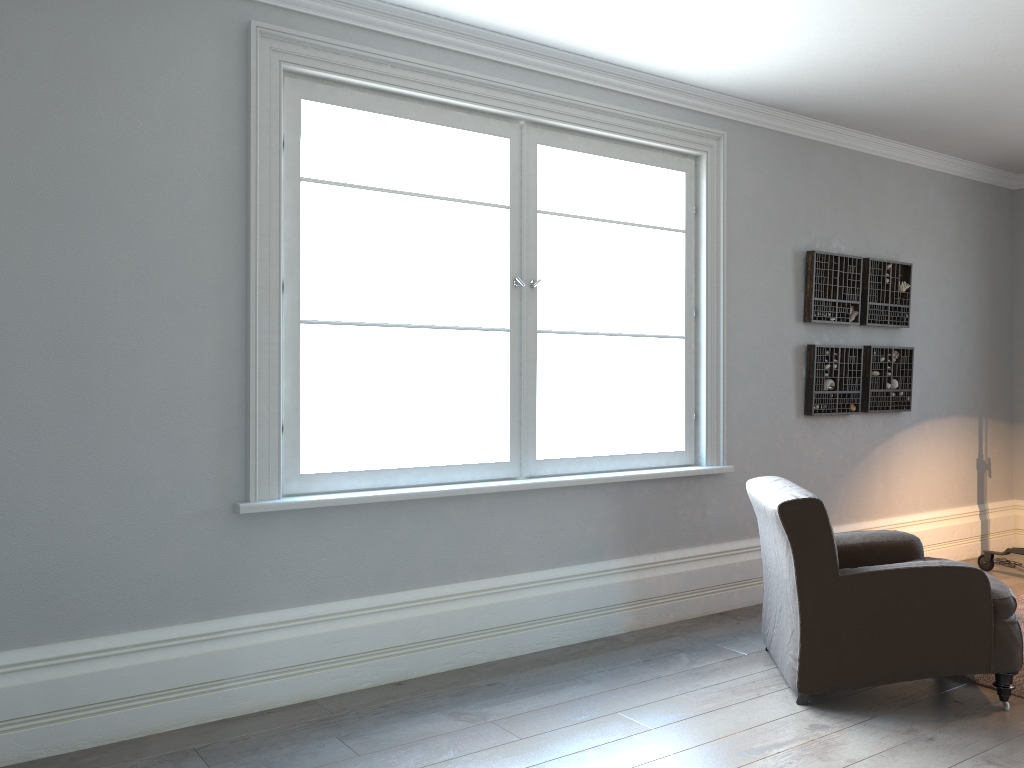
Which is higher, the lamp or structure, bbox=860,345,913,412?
structure, bbox=860,345,913,412

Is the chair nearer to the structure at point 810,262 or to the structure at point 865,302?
the structure at point 810,262

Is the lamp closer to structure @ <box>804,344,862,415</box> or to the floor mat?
the floor mat

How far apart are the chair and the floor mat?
0.18m

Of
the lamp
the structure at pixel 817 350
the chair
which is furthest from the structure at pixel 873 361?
the chair

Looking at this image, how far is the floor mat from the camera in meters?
3.5 m

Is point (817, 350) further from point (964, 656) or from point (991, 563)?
point (964, 656)

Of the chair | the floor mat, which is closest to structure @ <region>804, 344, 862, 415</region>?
the chair

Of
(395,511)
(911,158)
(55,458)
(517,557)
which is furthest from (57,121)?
(911,158)

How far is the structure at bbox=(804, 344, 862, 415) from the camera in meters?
5.1 m
